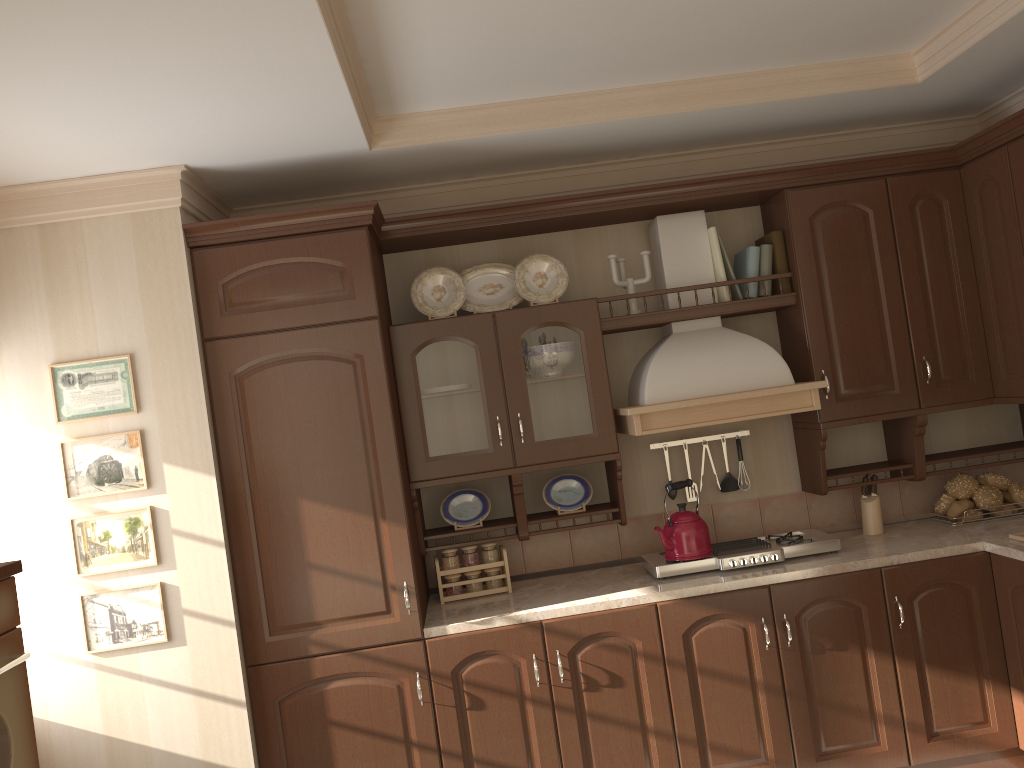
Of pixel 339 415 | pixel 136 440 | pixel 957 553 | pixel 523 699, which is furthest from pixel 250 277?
pixel 957 553

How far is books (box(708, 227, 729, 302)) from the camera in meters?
3.5 m

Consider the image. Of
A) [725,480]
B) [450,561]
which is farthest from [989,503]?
[450,561]

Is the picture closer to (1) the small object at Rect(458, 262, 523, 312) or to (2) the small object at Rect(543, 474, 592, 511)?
(1) the small object at Rect(458, 262, 523, 312)

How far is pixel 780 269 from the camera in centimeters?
352cm

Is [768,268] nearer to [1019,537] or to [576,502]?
[576,502]

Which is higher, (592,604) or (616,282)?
(616,282)

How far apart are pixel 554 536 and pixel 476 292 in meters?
1.1

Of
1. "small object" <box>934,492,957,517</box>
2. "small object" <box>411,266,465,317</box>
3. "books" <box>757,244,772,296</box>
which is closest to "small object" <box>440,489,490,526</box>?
"small object" <box>411,266,465,317</box>

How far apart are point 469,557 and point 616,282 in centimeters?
122cm
